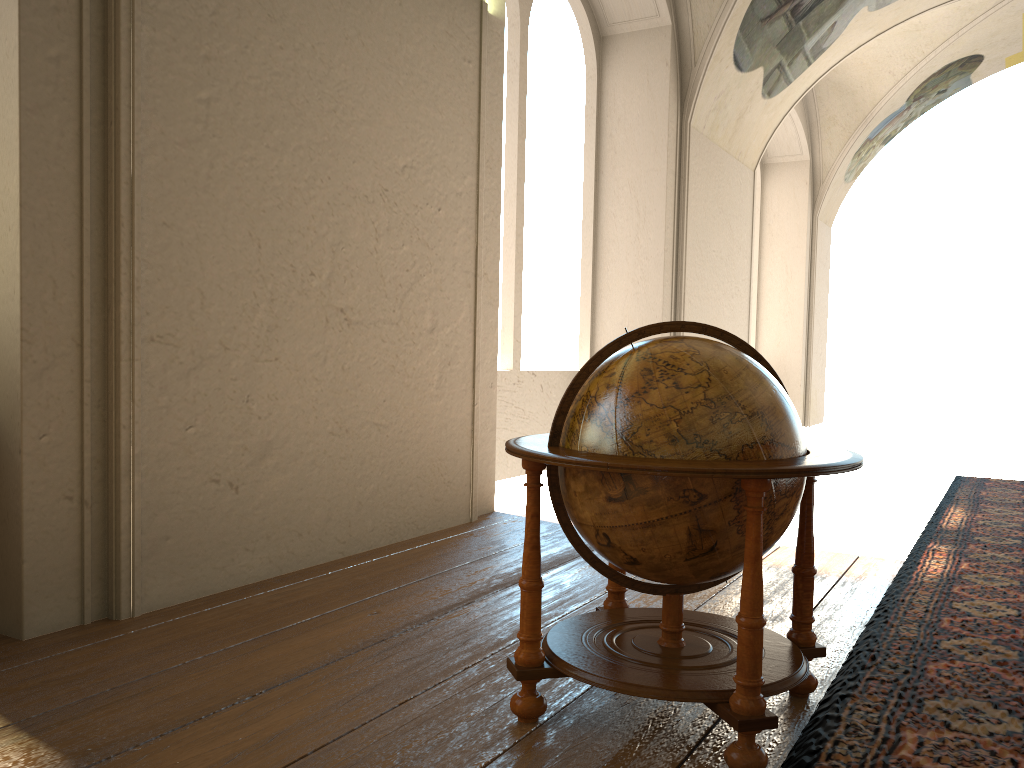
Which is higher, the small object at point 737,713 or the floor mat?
the small object at point 737,713

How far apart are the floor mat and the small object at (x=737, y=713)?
0.07m

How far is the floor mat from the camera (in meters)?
2.95

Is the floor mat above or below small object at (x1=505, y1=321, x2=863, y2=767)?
below

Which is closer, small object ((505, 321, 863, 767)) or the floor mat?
small object ((505, 321, 863, 767))

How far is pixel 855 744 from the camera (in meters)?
2.95

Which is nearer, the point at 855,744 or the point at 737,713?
the point at 737,713

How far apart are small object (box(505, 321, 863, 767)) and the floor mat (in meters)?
0.07

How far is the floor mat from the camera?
2.9 meters

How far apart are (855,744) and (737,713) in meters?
0.5 m
